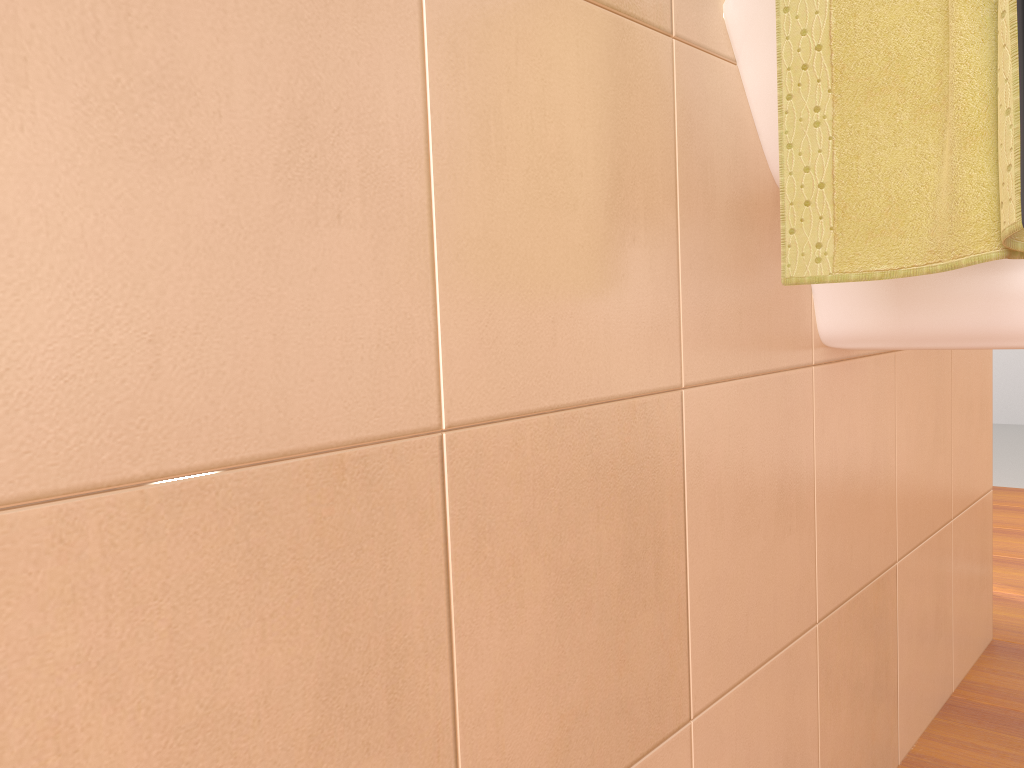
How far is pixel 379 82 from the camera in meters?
0.4 m

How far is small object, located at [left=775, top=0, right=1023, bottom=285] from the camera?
0.5 meters

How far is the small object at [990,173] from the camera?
0.5 meters

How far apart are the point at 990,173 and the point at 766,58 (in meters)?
0.25

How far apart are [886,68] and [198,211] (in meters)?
0.46

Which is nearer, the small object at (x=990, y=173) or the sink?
the small object at (x=990, y=173)

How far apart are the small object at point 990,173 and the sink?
0.1m

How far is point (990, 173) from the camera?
0.54m
